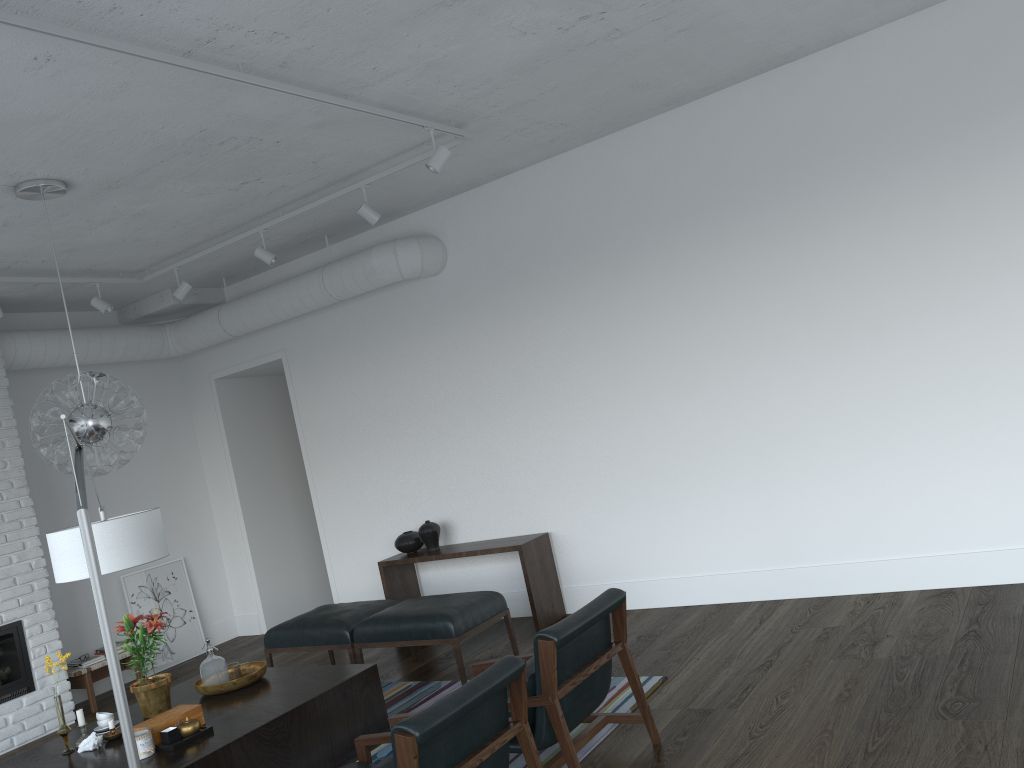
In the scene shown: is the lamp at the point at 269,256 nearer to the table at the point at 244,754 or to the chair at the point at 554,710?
the table at the point at 244,754

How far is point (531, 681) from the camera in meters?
3.5

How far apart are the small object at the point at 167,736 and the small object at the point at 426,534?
2.95m

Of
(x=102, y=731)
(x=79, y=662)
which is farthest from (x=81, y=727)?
(x=79, y=662)

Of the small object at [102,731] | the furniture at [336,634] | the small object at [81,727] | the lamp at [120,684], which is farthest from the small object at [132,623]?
the furniture at [336,634]

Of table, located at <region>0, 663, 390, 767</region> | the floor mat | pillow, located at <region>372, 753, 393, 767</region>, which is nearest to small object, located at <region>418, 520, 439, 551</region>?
the floor mat

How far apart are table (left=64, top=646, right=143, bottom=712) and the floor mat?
2.6 meters

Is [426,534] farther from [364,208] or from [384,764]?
[384,764]

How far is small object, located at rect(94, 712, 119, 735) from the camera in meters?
4.4 m

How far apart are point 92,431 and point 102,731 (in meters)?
1.49
